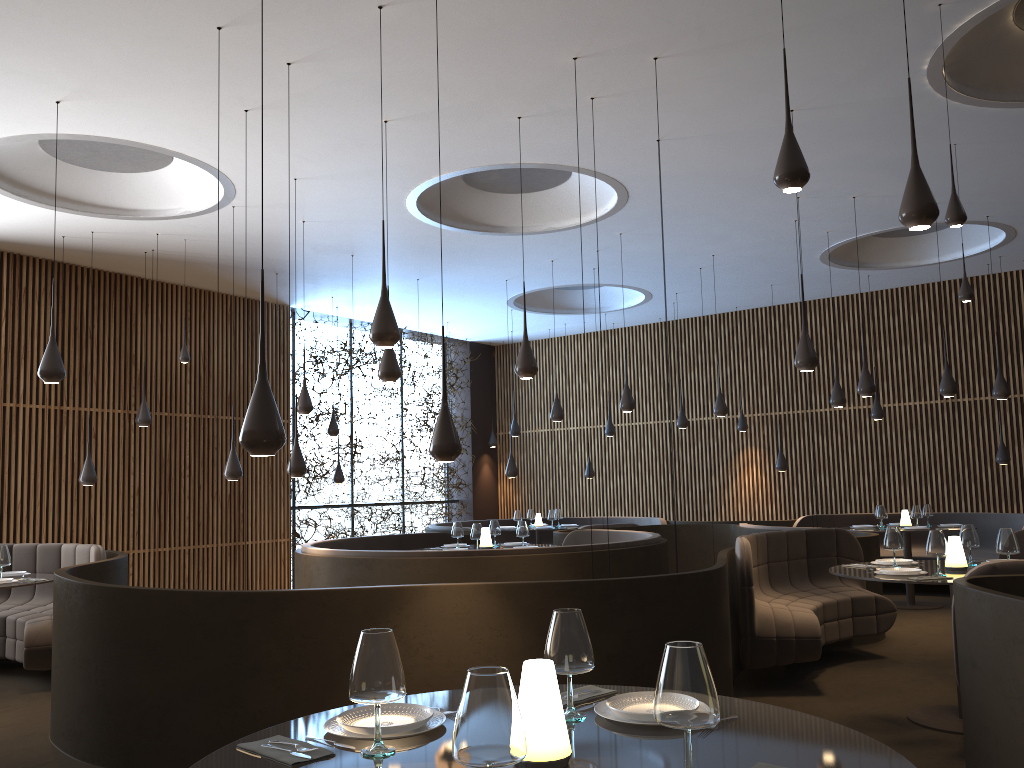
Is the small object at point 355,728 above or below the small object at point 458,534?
below

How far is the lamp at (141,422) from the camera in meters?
11.0 m

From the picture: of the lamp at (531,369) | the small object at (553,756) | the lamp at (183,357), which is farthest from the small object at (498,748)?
the lamp at (183,357)

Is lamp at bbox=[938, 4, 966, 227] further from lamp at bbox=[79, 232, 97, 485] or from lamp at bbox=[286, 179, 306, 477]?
lamp at bbox=[79, 232, 97, 485]

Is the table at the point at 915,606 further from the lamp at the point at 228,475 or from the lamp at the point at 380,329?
the lamp at the point at 380,329

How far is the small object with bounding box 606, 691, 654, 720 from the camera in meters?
2.4

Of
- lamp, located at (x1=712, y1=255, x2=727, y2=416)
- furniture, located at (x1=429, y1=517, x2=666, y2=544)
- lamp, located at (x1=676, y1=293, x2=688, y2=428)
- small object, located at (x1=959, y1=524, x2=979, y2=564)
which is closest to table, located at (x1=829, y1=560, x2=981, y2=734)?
small object, located at (x1=959, y1=524, x2=979, y2=564)

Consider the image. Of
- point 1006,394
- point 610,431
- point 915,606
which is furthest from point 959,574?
point 610,431

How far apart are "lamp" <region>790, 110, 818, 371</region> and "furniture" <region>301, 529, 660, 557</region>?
2.4 meters

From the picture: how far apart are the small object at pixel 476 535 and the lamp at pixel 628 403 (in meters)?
2.57
